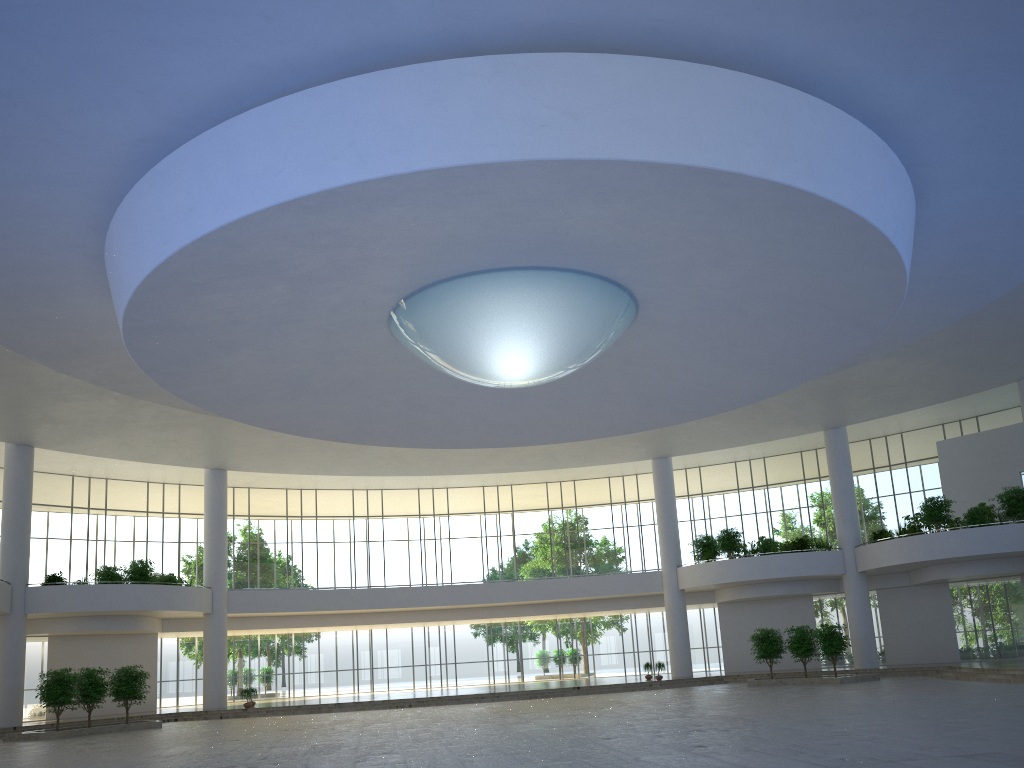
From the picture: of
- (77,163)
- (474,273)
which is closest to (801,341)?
(474,273)
